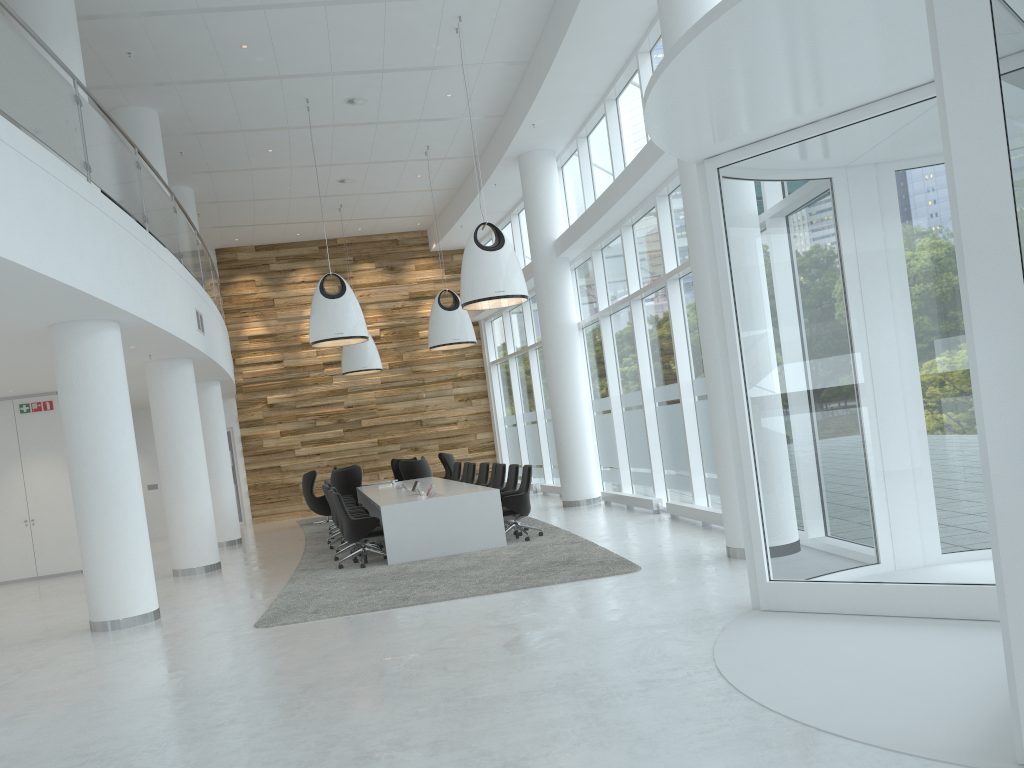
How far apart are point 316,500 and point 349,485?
1.3m

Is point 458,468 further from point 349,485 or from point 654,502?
point 654,502

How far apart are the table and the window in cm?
256

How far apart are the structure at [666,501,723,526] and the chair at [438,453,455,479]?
8.1 meters

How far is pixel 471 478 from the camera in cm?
1535

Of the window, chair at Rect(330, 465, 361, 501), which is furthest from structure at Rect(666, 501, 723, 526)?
chair at Rect(330, 465, 361, 501)

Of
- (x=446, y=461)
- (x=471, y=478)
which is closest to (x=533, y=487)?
(x=446, y=461)

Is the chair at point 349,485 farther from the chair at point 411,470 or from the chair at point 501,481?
the chair at point 501,481

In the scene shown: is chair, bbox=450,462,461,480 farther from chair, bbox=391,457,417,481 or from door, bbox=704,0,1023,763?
door, bbox=704,0,1023,763

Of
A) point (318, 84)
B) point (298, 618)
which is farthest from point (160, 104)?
point (298, 618)
